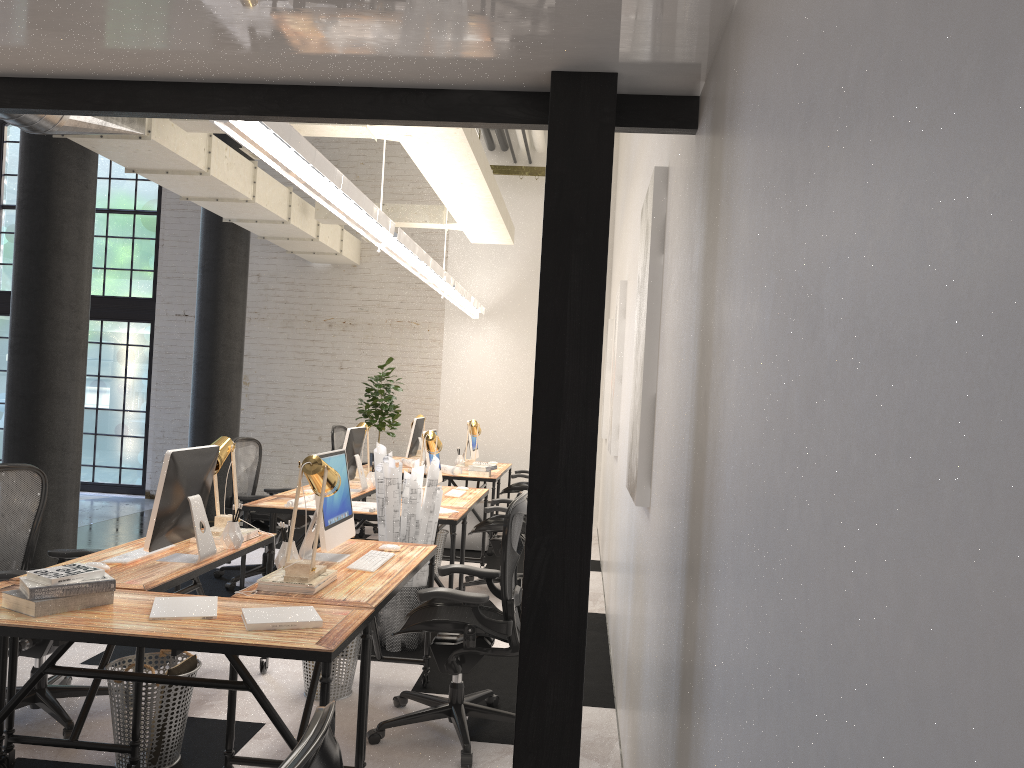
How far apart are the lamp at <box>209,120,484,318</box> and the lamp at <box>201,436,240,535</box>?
1.2 meters

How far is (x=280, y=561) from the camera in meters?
3.6

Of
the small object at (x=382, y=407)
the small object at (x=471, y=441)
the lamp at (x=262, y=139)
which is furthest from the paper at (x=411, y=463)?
the lamp at (x=262, y=139)

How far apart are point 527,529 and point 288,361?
9.21m

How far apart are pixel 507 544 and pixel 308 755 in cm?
267

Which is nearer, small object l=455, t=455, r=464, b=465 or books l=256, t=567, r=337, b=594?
books l=256, t=567, r=337, b=594

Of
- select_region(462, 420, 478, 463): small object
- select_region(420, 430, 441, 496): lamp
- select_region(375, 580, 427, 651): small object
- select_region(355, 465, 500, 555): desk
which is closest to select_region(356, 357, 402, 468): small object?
select_region(355, 465, 500, 555): desk

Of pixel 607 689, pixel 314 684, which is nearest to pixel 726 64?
pixel 314 684

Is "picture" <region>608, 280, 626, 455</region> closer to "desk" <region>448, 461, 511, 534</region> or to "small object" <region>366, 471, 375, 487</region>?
"small object" <region>366, 471, 375, 487</region>

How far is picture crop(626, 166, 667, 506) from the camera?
3.08m
